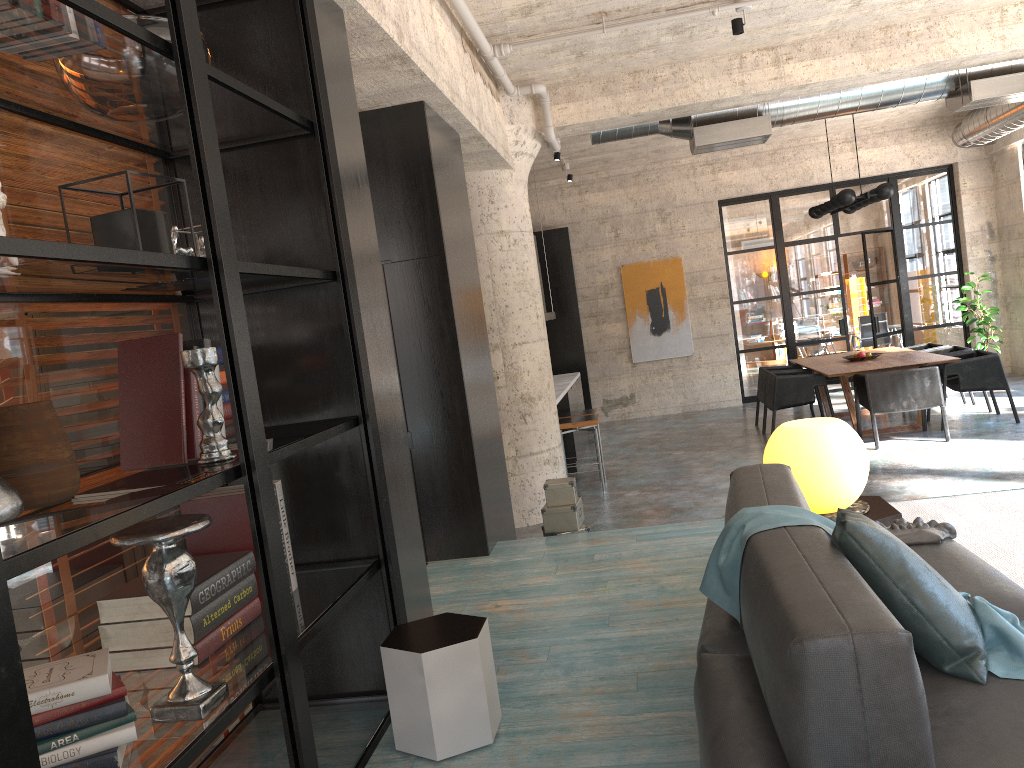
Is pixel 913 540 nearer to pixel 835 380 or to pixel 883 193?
pixel 883 193

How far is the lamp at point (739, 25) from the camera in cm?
585

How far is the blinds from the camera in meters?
3.2

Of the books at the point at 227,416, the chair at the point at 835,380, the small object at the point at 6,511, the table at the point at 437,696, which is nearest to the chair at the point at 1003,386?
the chair at the point at 835,380

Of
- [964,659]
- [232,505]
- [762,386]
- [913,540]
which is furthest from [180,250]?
[762,386]

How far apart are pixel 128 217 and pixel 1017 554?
3.7 meters

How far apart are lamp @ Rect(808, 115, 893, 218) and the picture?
2.7m

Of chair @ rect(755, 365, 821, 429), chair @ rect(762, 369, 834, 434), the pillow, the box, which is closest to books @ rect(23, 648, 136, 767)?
the pillow

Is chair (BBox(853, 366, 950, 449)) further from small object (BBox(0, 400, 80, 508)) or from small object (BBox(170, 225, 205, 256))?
small object (BBox(0, 400, 80, 508))

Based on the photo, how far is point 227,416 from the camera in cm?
276
